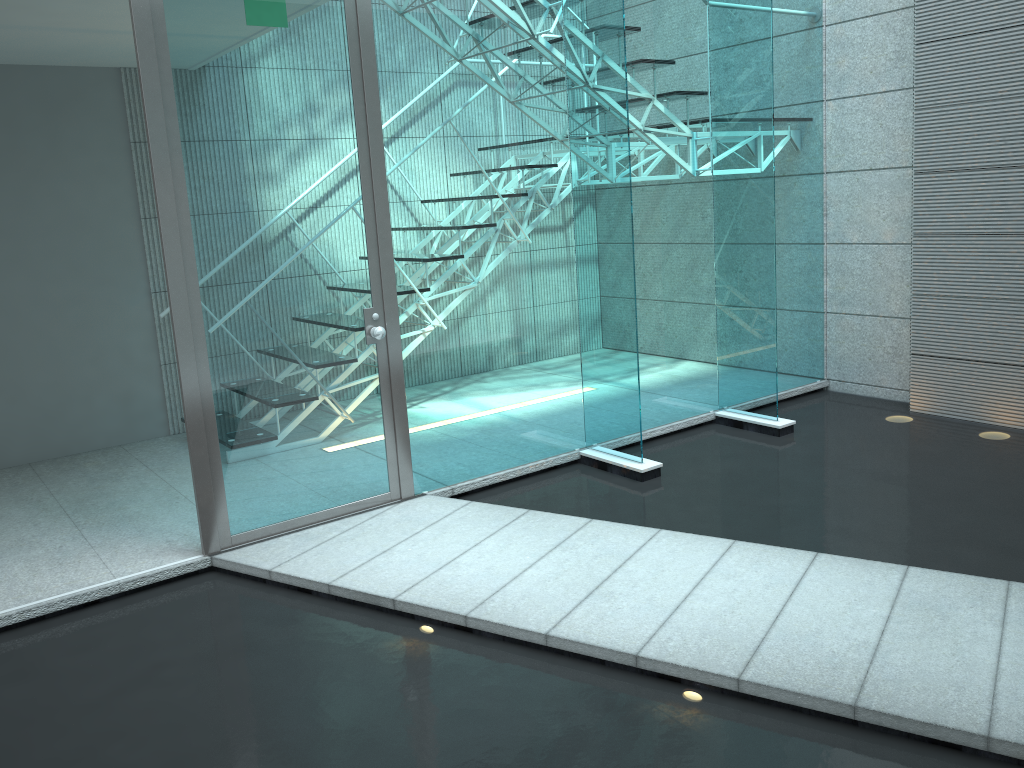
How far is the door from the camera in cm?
299

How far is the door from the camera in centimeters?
299cm

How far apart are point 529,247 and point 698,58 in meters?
1.4

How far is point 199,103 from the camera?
2.99m

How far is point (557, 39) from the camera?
3.83m
